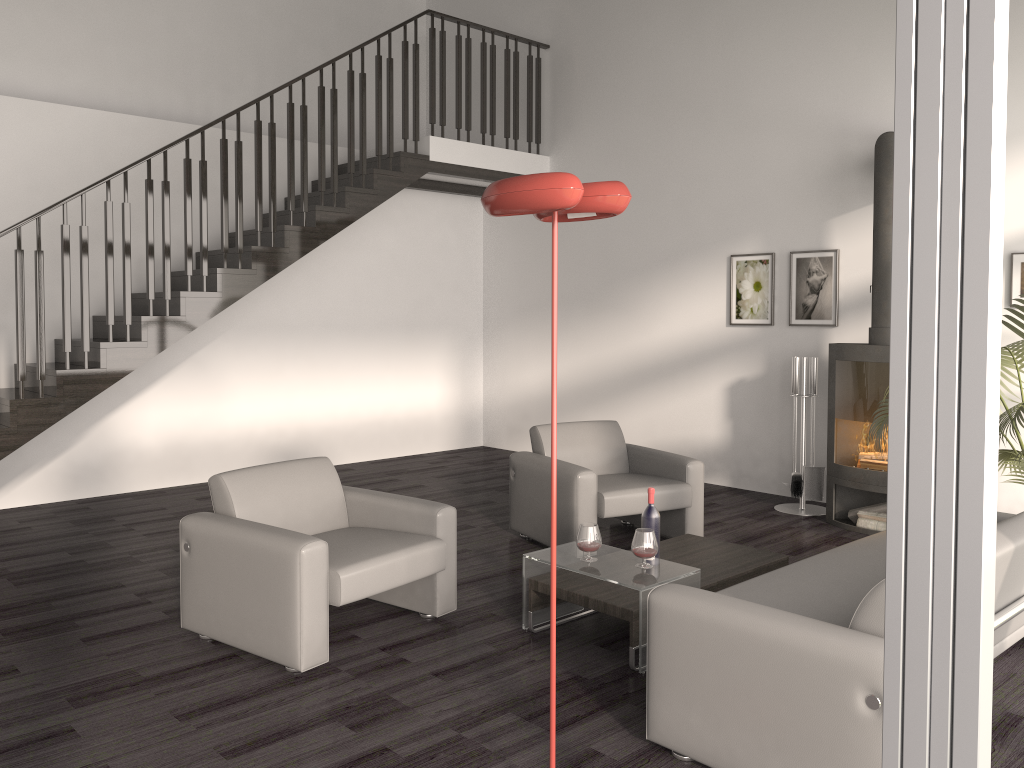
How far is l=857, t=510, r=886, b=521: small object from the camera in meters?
5.8 m

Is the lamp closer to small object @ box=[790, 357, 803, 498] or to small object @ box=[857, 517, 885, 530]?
small object @ box=[857, 517, 885, 530]

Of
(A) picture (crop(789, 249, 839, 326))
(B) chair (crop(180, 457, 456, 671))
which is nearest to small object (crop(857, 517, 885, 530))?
(A) picture (crop(789, 249, 839, 326))

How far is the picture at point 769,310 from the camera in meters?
7.0

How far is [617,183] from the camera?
2.3m

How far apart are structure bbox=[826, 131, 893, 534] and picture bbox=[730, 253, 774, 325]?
1.0m

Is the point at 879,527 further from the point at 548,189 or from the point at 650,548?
the point at 548,189

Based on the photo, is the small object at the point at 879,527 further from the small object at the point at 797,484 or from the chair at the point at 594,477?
the chair at the point at 594,477

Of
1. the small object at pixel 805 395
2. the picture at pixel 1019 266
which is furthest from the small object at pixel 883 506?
the picture at pixel 1019 266

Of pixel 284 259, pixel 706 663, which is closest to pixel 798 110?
pixel 284 259
